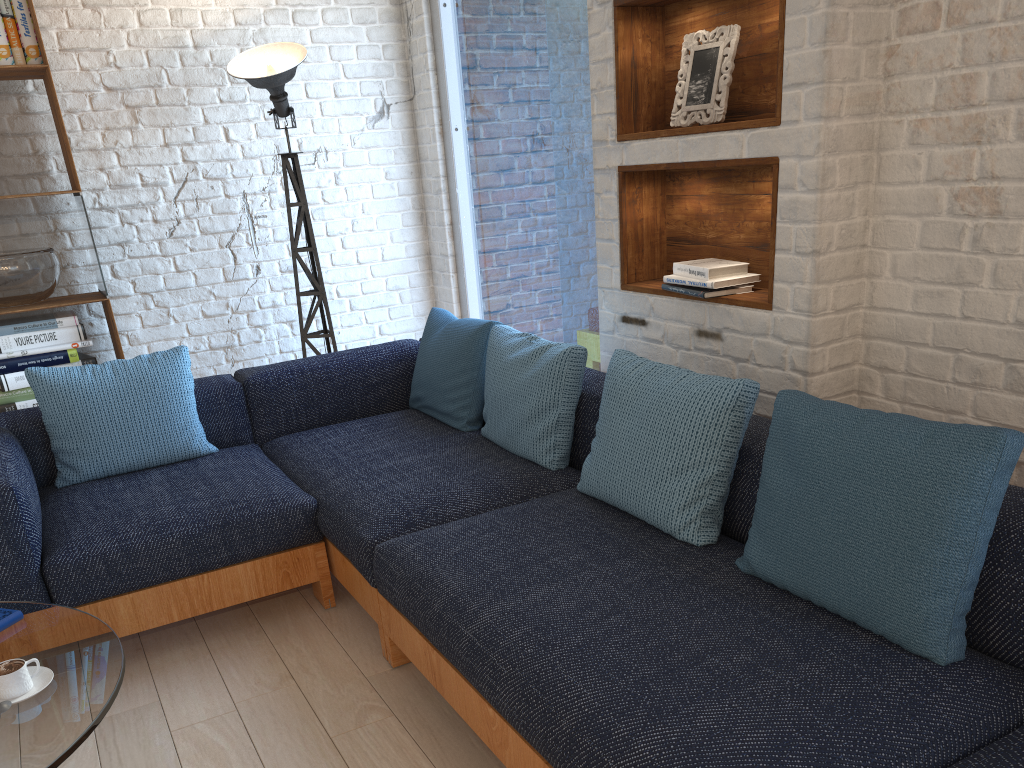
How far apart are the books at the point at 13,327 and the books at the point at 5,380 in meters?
→ 0.2 m

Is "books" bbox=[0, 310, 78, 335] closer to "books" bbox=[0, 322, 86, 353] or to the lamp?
"books" bbox=[0, 322, 86, 353]

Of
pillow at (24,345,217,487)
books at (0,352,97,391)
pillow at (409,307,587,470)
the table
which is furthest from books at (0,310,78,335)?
the table

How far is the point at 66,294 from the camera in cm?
389

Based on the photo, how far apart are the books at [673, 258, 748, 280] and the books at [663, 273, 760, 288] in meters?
0.0 m

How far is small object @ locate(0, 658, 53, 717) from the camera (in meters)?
1.66

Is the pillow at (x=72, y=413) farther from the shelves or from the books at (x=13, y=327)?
the shelves

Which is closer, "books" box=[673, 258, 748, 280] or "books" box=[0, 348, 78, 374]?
"books" box=[673, 258, 748, 280]

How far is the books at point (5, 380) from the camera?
3.5 meters

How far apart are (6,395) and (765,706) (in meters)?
3.29
